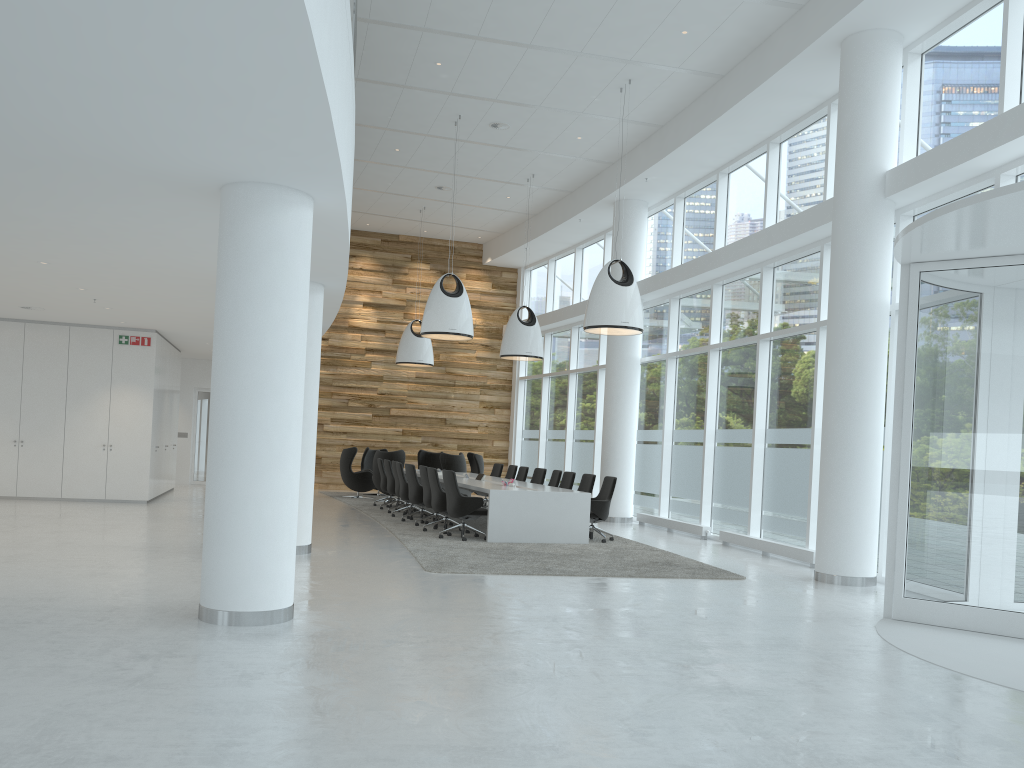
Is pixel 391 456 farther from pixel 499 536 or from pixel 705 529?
pixel 705 529

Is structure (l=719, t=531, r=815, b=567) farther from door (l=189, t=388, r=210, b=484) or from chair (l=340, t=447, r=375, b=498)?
door (l=189, t=388, r=210, b=484)

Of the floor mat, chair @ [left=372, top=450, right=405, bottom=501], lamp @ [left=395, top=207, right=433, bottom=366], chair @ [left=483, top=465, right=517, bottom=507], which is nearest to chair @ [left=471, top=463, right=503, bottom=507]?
chair @ [left=483, top=465, right=517, bottom=507]

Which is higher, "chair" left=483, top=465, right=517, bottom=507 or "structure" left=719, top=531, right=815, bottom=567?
"chair" left=483, top=465, right=517, bottom=507

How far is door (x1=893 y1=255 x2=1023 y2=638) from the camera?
7.3 meters

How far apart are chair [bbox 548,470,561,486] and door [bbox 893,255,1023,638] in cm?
803

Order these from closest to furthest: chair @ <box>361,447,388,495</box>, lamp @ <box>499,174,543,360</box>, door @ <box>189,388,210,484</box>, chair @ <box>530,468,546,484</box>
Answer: chair @ <box>530,468,546,484</box> → lamp @ <box>499,174,543,360</box> → chair @ <box>361,447,388,495</box> → door @ <box>189,388,210,484</box>

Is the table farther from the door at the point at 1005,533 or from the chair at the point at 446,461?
the door at the point at 1005,533

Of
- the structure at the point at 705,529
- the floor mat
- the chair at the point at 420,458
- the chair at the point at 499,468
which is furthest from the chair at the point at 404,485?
the chair at the point at 420,458

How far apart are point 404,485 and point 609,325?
4.9m
